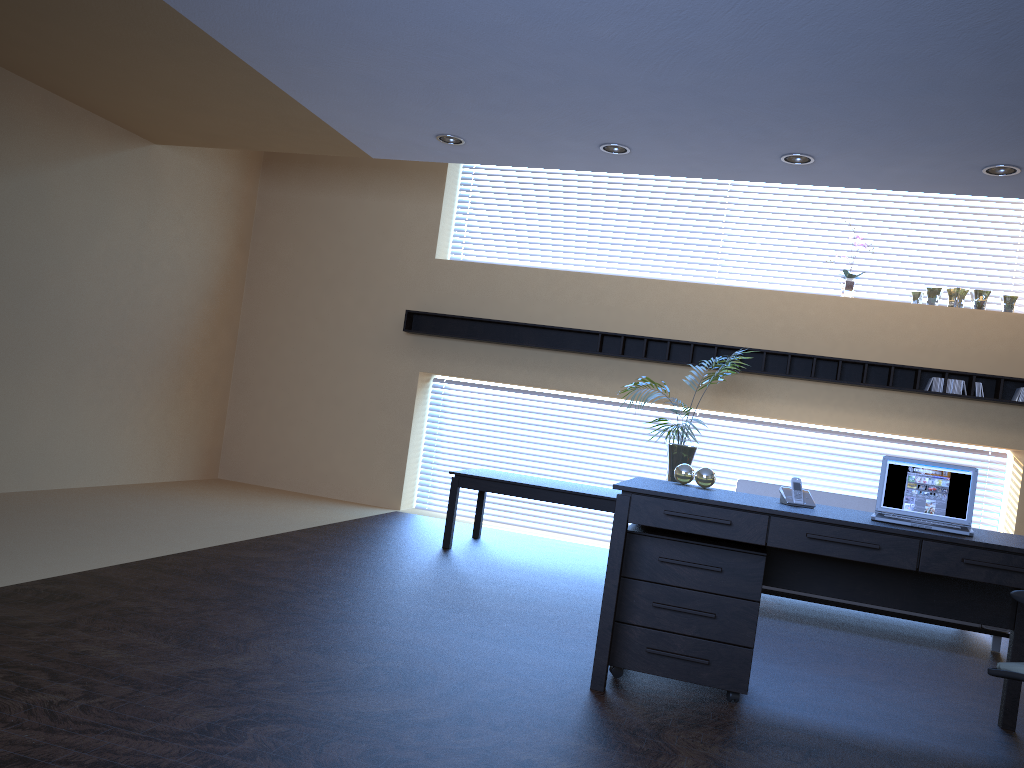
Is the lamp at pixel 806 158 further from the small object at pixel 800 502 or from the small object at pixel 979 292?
the small object at pixel 979 292

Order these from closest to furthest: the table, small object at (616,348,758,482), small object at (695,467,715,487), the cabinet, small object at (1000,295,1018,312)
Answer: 1. the cabinet
2. small object at (695,467,715,487)
3. the table
4. small object at (616,348,758,482)
5. small object at (1000,295,1018,312)

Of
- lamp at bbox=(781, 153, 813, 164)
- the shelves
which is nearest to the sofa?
the shelves

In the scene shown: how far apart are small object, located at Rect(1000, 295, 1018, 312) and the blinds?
3.9m

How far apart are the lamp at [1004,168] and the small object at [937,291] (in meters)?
2.24

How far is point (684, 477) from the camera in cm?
448

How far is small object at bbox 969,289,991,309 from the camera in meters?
7.6

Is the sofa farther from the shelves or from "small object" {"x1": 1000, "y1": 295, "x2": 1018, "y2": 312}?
"small object" {"x1": 1000, "y1": 295, "x2": 1018, "y2": 312}

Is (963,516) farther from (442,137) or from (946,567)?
(442,137)

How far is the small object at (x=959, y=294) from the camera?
7.6 meters
